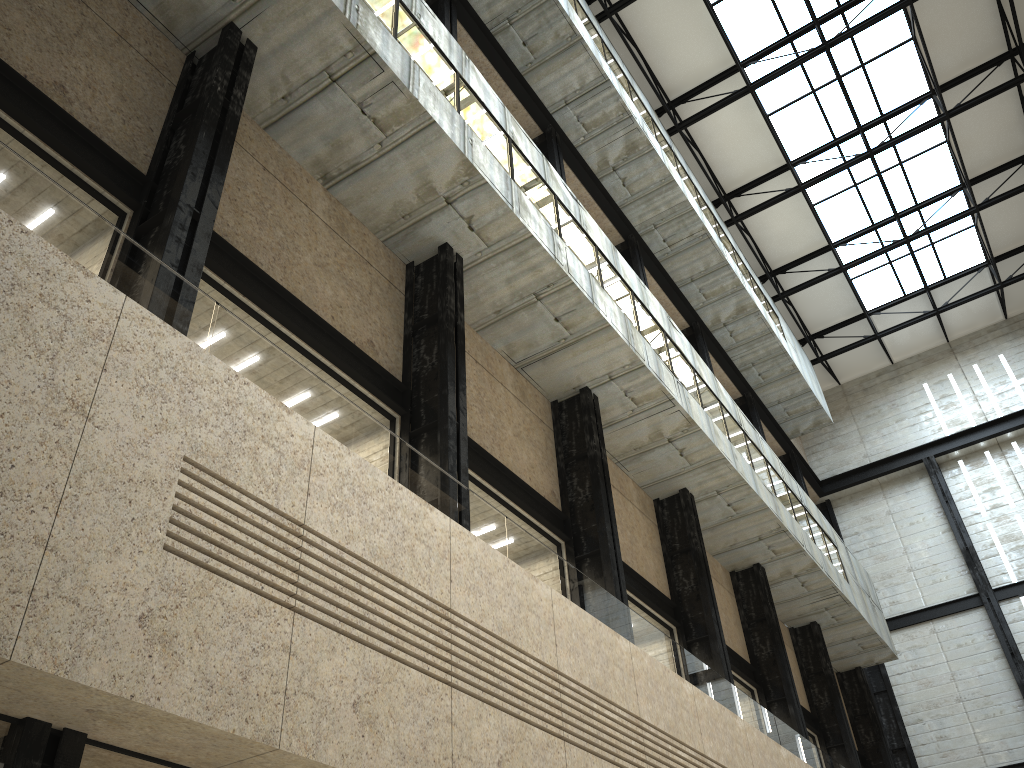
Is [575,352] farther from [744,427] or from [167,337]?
[167,337]
